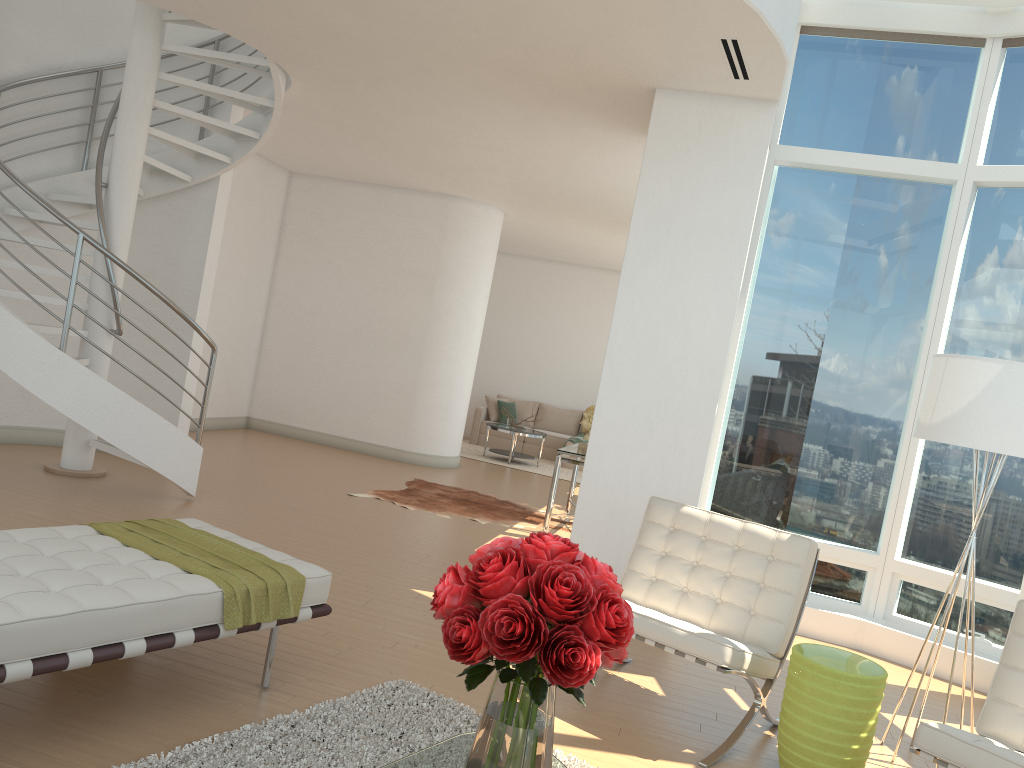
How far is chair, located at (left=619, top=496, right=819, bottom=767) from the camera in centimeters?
378cm

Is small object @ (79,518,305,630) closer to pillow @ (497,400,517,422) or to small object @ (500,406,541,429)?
small object @ (500,406,541,429)

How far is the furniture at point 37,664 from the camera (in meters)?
2.69

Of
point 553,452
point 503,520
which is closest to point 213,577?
point 503,520

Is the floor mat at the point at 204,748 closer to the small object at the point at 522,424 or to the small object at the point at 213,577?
the small object at the point at 213,577

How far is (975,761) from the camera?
2.95m

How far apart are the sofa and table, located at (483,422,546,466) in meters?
1.2

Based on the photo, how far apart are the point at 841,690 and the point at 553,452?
11.1m

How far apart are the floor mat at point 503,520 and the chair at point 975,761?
5.12m

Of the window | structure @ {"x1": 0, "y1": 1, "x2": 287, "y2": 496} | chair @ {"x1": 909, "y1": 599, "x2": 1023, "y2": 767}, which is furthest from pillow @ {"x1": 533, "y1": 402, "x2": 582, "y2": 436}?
chair @ {"x1": 909, "y1": 599, "x2": 1023, "y2": 767}
